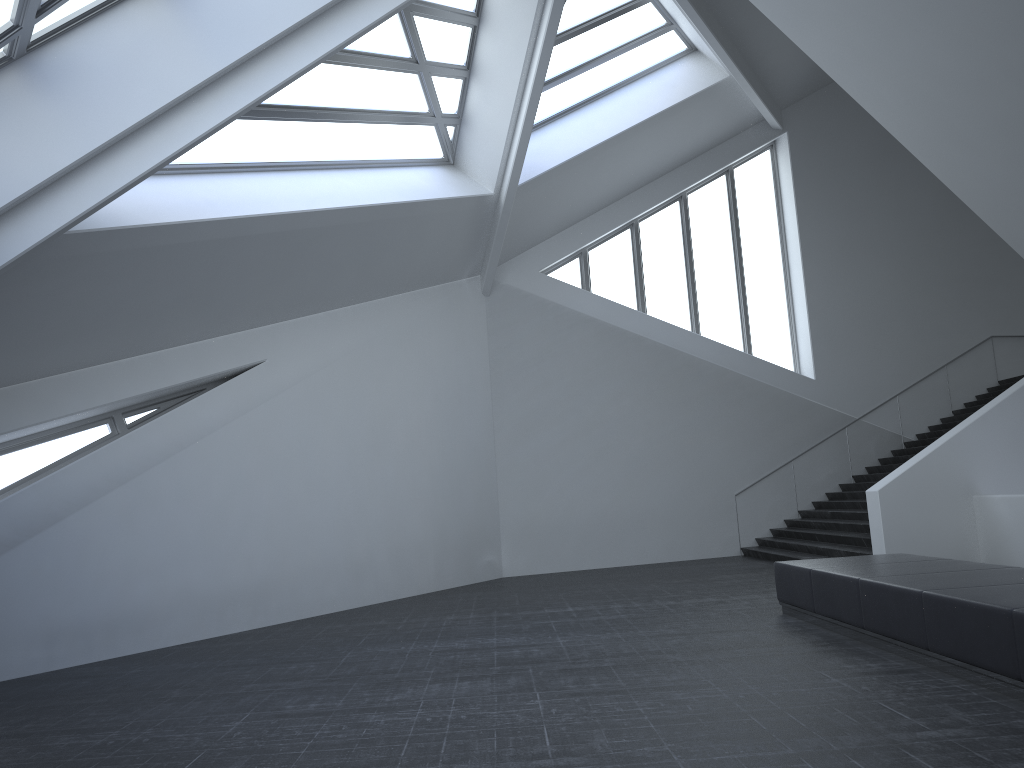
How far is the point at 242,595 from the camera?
11.6m

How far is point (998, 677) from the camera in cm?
569

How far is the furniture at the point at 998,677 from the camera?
5.7m

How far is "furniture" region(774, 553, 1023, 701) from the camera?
5.69m
